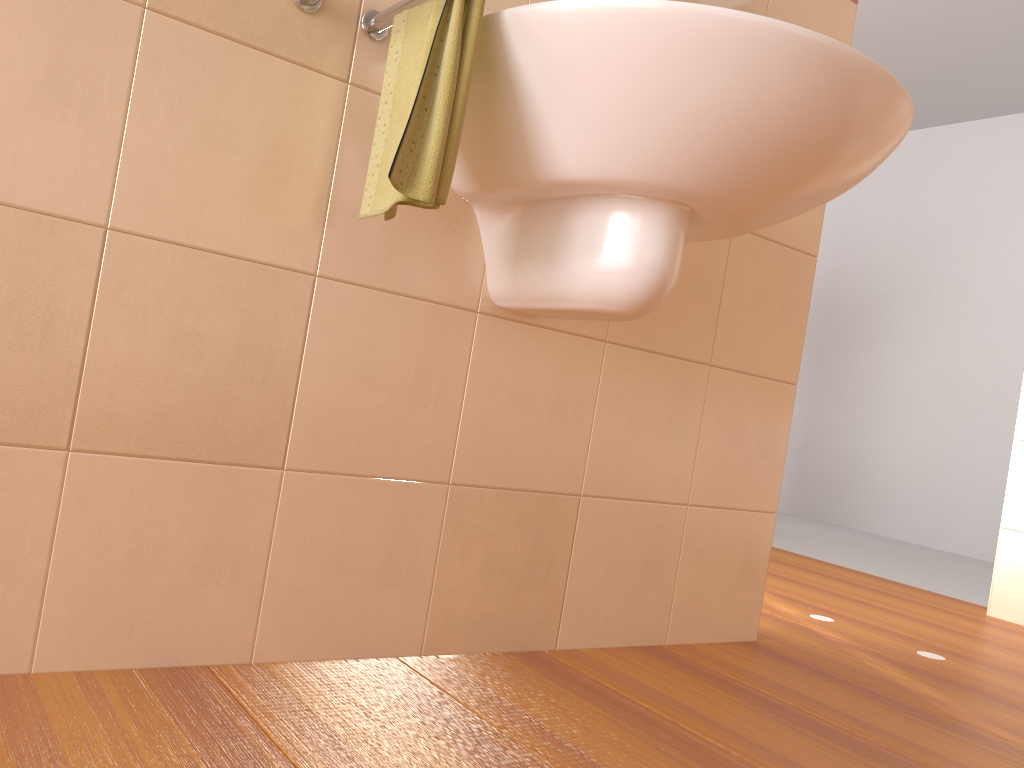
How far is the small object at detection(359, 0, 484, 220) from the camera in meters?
1.0

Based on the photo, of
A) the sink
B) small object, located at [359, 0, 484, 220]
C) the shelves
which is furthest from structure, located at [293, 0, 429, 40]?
the shelves

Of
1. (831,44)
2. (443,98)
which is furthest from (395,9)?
(831,44)

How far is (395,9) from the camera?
1.2m

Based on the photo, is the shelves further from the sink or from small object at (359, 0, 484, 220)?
small object at (359, 0, 484, 220)

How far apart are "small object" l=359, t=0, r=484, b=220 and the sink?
0.0 meters

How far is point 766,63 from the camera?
1.0 meters

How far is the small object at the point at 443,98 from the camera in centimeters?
101cm

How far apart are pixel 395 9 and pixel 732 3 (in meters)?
0.70

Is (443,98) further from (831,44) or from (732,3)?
(732,3)
